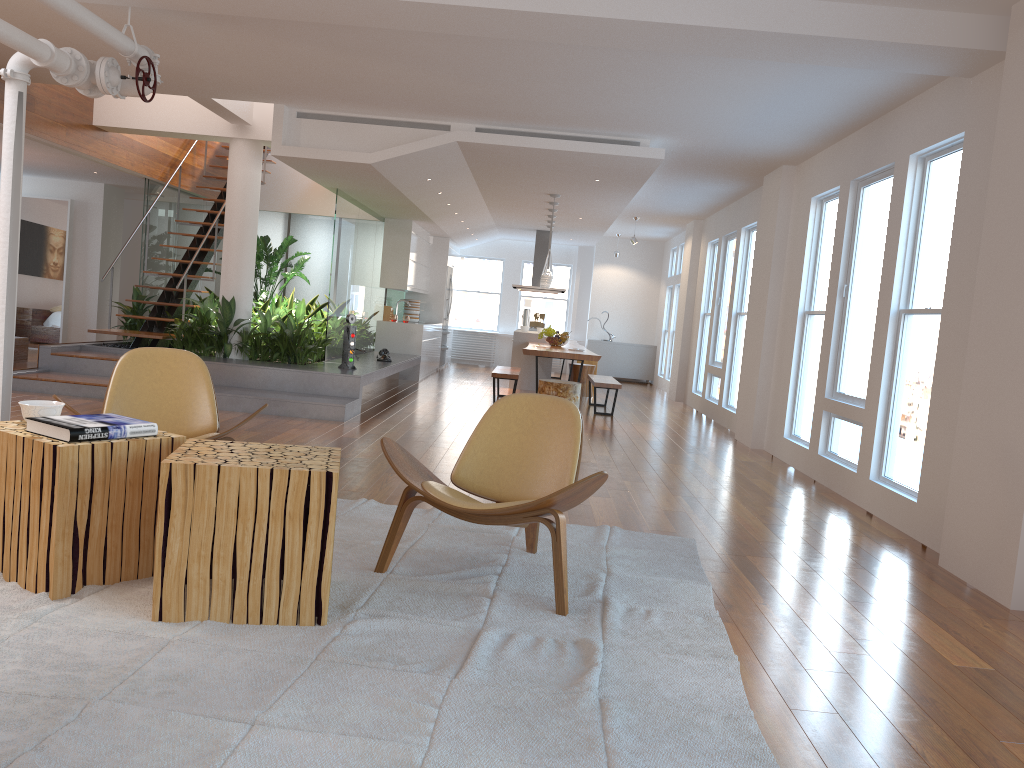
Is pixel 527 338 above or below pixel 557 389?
above

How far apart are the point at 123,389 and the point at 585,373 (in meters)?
8.72

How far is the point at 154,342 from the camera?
9.47m

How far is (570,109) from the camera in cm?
692

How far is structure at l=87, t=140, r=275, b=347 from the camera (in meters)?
9.47

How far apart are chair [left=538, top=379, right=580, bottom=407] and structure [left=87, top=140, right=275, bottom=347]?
3.9m

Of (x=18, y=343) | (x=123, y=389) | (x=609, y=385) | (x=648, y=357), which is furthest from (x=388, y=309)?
(x=123, y=389)

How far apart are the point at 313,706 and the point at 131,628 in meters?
0.8 m

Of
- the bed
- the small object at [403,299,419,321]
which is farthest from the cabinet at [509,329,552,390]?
the bed

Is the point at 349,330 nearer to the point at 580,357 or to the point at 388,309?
the point at 580,357
